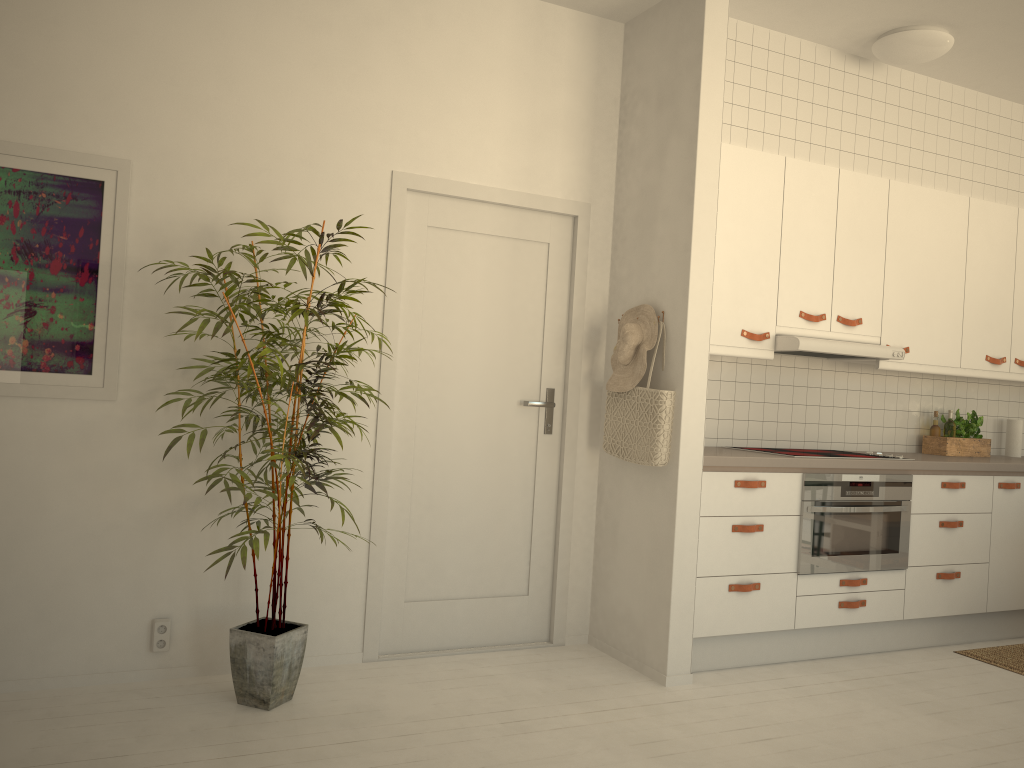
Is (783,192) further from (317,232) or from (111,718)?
(111,718)

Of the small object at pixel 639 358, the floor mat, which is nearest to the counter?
the small object at pixel 639 358

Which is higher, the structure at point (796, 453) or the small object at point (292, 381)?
the structure at point (796, 453)

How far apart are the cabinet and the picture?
2.3 meters

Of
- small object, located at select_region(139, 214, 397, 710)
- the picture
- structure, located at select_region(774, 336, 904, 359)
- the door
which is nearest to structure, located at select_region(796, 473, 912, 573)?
structure, located at select_region(774, 336, 904, 359)

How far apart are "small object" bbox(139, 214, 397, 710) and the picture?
0.3m

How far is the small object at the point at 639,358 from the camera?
3.7m

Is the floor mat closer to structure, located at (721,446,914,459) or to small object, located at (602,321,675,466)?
structure, located at (721,446,914,459)

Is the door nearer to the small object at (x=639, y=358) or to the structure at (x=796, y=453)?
the small object at (x=639, y=358)

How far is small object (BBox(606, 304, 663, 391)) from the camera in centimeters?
374cm
